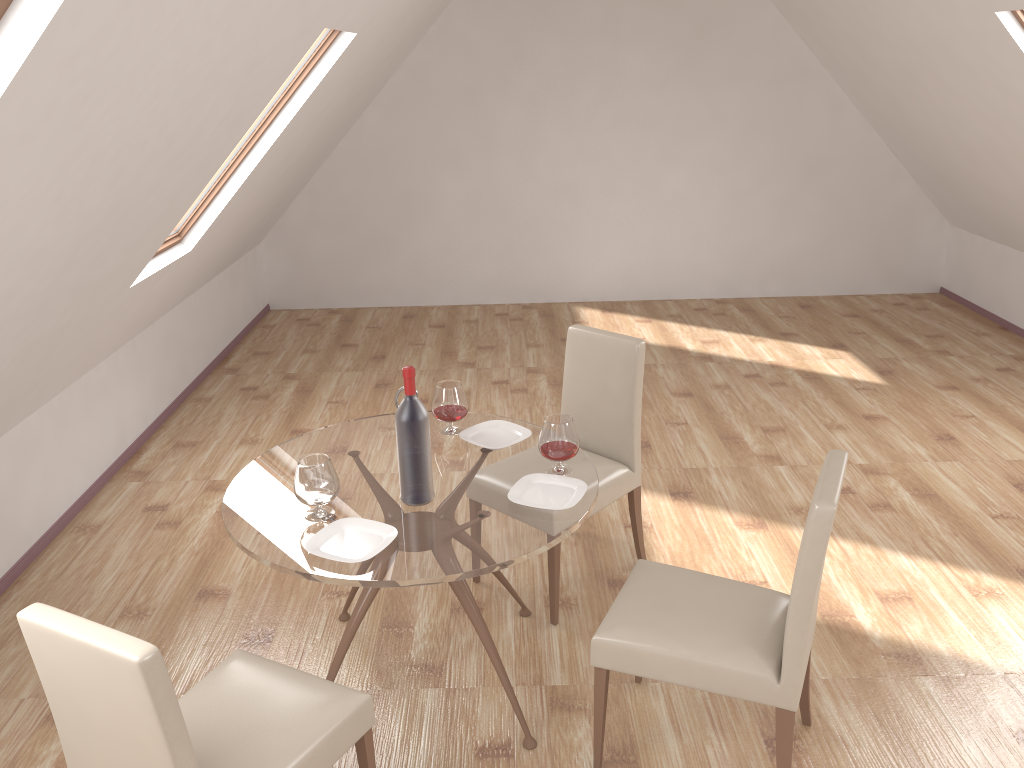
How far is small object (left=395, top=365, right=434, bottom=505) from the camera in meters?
2.6 m

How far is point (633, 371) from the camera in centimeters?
350cm

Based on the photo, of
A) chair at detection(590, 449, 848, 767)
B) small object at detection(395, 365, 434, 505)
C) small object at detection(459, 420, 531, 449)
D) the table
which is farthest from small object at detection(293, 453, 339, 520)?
chair at detection(590, 449, 848, 767)

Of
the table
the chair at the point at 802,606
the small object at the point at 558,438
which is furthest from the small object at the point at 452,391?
the chair at the point at 802,606

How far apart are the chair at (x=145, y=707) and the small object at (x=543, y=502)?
0.7 meters

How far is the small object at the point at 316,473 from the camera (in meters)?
2.58

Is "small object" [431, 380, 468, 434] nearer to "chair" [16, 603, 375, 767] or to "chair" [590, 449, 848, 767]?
"chair" [590, 449, 848, 767]

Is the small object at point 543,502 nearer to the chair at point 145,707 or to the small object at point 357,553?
the small object at point 357,553

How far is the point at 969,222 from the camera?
7.2 meters

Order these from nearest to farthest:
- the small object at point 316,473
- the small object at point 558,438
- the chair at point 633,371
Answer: the small object at point 316,473, the small object at point 558,438, the chair at point 633,371
